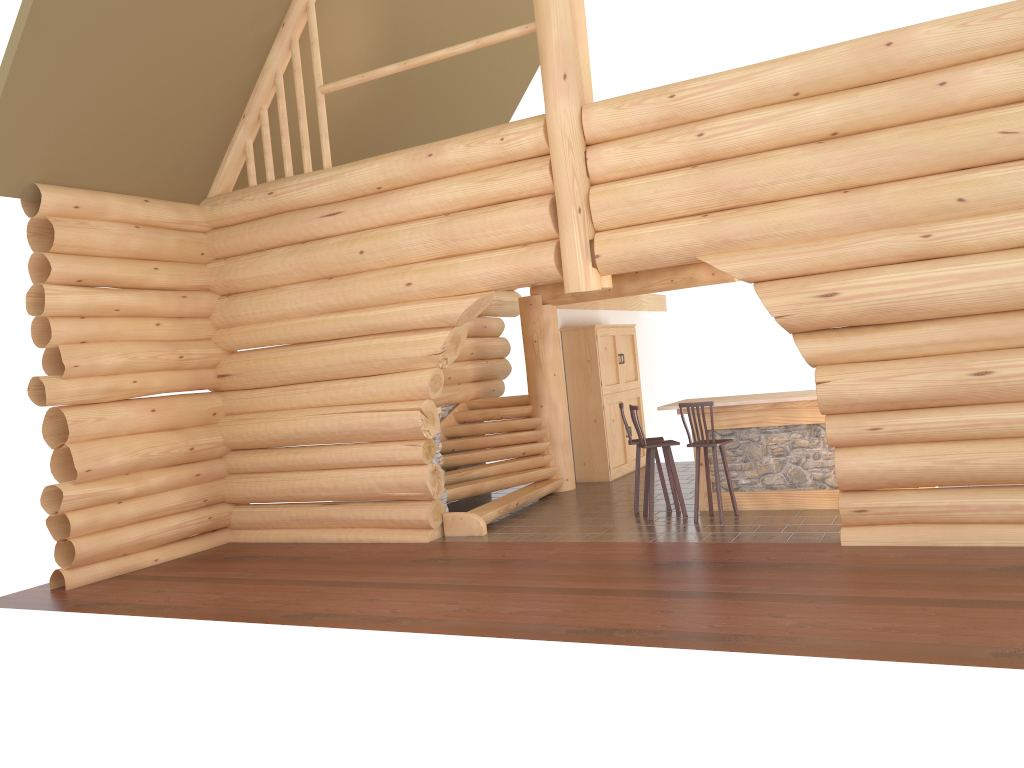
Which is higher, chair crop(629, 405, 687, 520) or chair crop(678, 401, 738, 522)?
chair crop(678, 401, 738, 522)

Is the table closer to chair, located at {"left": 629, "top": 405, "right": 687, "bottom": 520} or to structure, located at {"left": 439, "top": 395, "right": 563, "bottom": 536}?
chair, located at {"left": 629, "top": 405, "right": 687, "bottom": 520}

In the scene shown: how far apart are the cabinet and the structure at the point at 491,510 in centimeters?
84cm

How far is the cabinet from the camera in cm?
1358

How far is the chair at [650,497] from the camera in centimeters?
1011cm

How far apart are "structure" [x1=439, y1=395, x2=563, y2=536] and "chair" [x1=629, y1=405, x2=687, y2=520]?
1.79m

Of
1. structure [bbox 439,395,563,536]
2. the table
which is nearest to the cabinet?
structure [bbox 439,395,563,536]

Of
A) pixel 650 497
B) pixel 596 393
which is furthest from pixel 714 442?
pixel 596 393

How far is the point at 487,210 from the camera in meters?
9.6

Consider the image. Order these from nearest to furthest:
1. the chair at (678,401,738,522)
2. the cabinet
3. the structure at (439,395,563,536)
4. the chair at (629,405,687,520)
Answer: the chair at (678,401,738,522) → the chair at (629,405,687,520) → the structure at (439,395,563,536) → the cabinet
